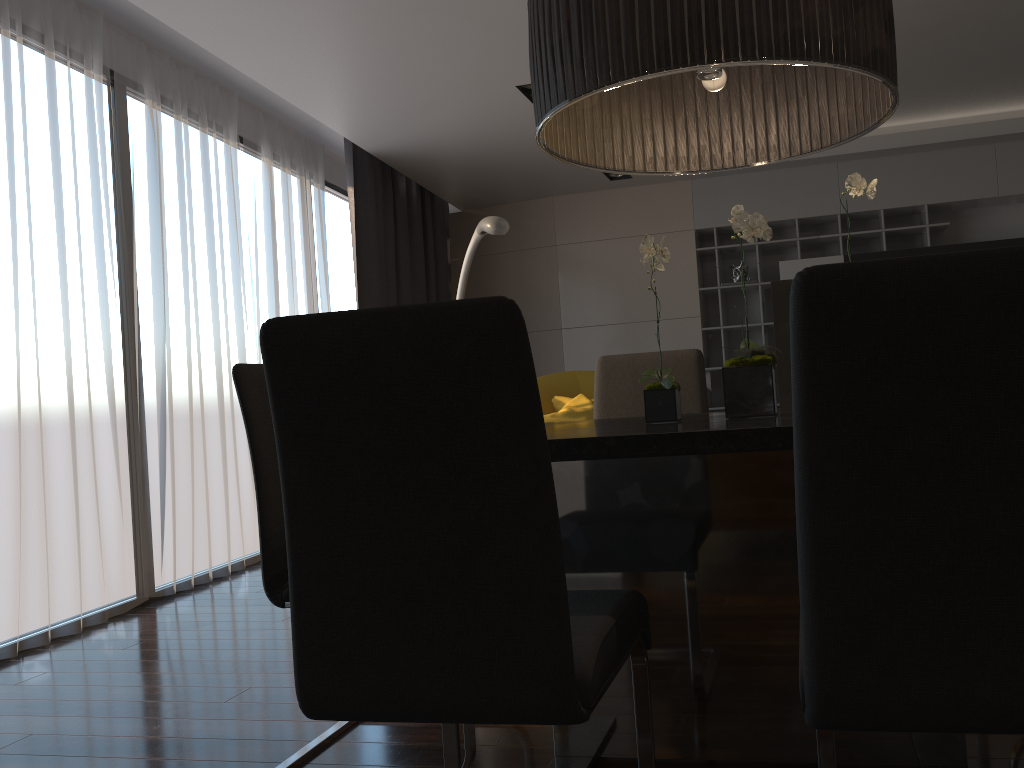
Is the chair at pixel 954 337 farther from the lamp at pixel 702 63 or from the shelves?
the shelves

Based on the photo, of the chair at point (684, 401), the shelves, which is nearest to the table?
the chair at point (684, 401)

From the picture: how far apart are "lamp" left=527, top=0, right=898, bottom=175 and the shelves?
4.63m

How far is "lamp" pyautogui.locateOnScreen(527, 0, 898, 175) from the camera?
1.6m

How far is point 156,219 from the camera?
4.4 meters

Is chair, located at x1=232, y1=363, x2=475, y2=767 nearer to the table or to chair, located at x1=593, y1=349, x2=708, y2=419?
the table

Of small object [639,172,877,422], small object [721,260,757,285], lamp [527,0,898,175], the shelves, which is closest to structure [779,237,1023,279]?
the shelves

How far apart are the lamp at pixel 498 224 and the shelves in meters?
2.5

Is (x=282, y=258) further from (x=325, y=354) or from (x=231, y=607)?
(x=325, y=354)

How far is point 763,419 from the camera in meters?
1.7 m
